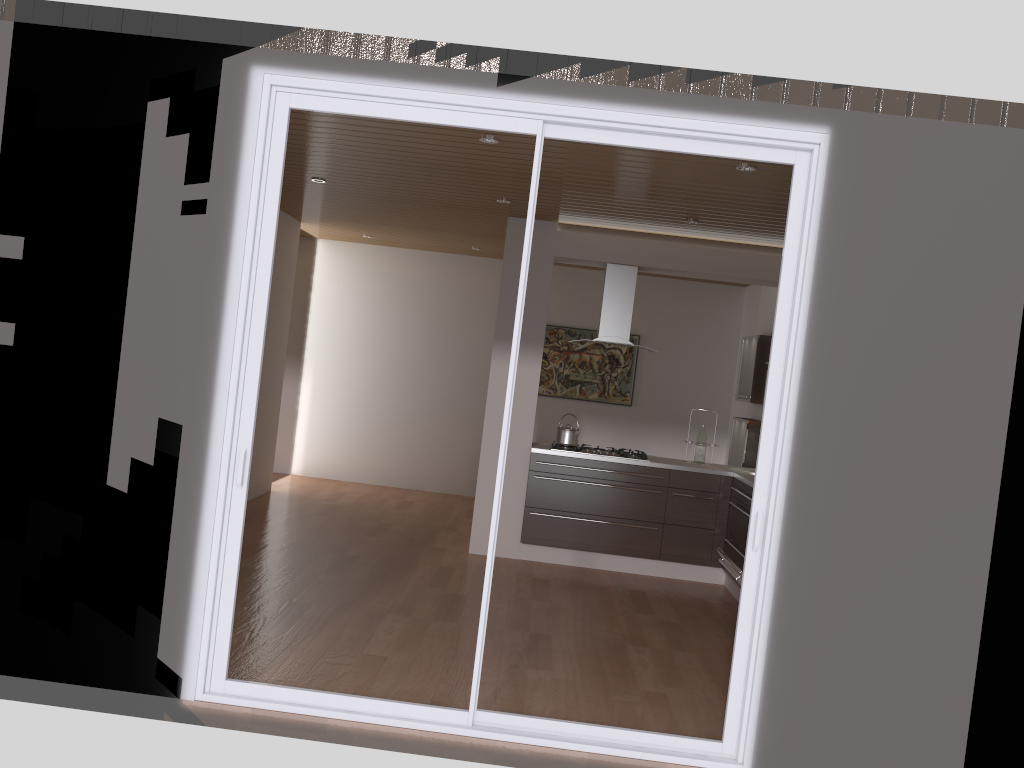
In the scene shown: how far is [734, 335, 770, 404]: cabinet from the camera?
7.7 meters

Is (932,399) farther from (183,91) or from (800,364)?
(183,91)

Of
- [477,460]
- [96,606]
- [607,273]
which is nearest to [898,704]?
[96,606]

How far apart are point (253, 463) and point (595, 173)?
4.6 meters

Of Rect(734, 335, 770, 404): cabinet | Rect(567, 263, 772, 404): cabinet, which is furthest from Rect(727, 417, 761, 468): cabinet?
Rect(567, 263, 772, 404): cabinet

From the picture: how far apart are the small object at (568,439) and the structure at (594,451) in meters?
0.1 m

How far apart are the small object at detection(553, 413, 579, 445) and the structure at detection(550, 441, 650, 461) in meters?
0.1

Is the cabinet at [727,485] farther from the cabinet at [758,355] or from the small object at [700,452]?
the cabinet at [758,355]

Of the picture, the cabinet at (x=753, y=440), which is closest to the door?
the cabinet at (x=753, y=440)

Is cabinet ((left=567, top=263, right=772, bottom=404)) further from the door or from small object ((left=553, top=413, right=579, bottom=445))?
the door
